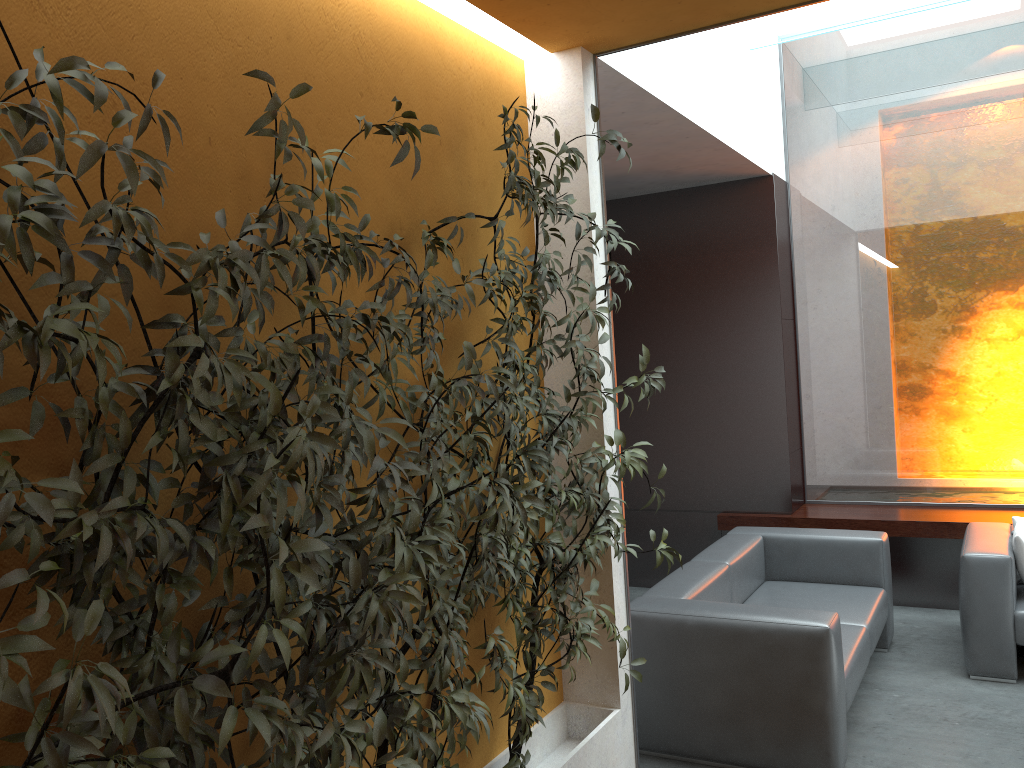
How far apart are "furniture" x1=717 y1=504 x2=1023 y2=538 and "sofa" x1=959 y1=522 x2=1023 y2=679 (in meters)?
0.42

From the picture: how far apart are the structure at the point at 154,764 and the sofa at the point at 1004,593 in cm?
234

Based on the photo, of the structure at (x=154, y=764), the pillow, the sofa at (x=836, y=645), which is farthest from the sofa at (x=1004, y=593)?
the structure at (x=154, y=764)

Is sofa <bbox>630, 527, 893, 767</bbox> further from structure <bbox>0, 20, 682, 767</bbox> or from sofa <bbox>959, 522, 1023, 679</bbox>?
structure <bbox>0, 20, 682, 767</bbox>

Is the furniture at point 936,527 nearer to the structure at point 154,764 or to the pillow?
the pillow

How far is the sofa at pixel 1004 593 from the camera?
4.50m

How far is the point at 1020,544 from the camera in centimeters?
459cm

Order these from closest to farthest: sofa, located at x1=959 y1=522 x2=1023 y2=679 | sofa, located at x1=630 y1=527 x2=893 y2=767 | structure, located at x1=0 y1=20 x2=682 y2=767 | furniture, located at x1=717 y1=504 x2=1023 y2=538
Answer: structure, located at x1=0 y1=20 x2=682 y2=767
sofa, located at x1=630 y1=527 x2=893 y2=767
sofa, located at x1=959 y1=522 x2=1023 y2=679
furniture, located at x1=717 y1=504 x2=1023 y2=538

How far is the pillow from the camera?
4.59m

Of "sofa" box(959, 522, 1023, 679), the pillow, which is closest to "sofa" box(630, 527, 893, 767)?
"sofa" box(959, 522, 1023, 679)
